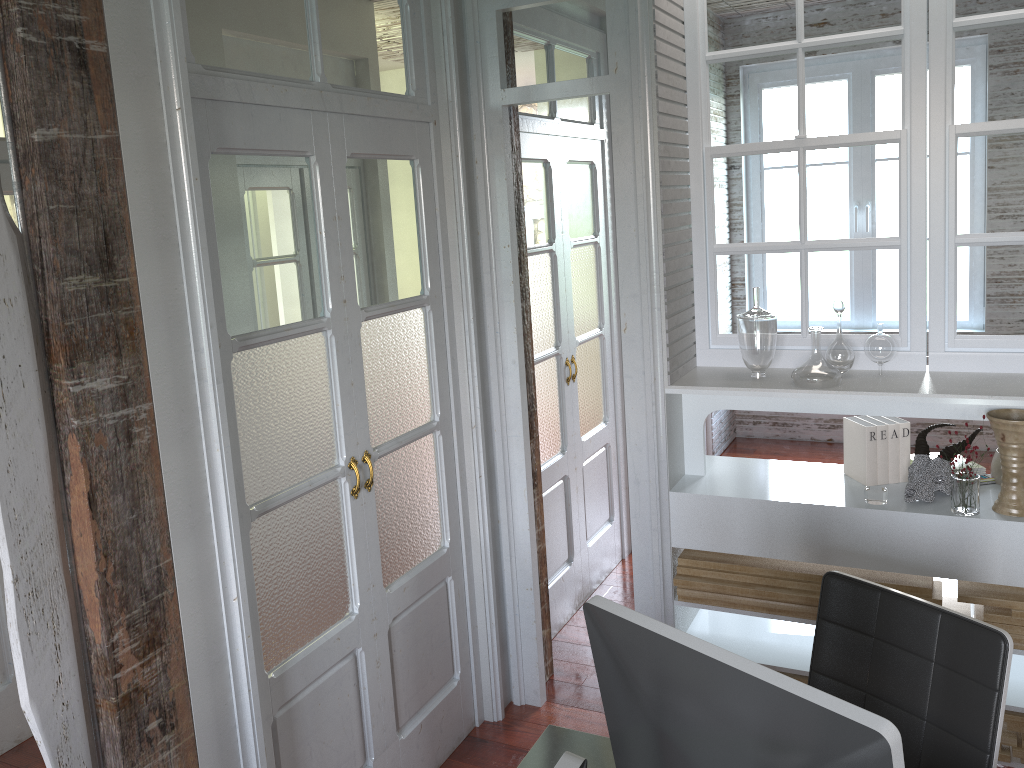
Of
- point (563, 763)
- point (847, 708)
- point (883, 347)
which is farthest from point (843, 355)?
point (563, 763)

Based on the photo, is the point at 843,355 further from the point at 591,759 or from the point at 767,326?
the point at 591,759

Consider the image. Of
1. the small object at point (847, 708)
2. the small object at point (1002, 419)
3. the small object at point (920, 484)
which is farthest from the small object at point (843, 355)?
the small object at point (847, 708)

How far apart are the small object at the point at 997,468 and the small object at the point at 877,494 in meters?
0.4

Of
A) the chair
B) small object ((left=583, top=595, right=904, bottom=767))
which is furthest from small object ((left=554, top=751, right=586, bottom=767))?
the chair

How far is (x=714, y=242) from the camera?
2.99m

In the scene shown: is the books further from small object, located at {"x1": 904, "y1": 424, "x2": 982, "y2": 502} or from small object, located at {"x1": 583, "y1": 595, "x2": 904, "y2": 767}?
small object, located at {"x1": 583, "y1": 595, "x2": 904, "y2": 767}

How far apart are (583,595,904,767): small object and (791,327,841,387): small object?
1.54m

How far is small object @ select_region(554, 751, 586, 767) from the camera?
0.95m

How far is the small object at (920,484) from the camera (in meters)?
2.62
